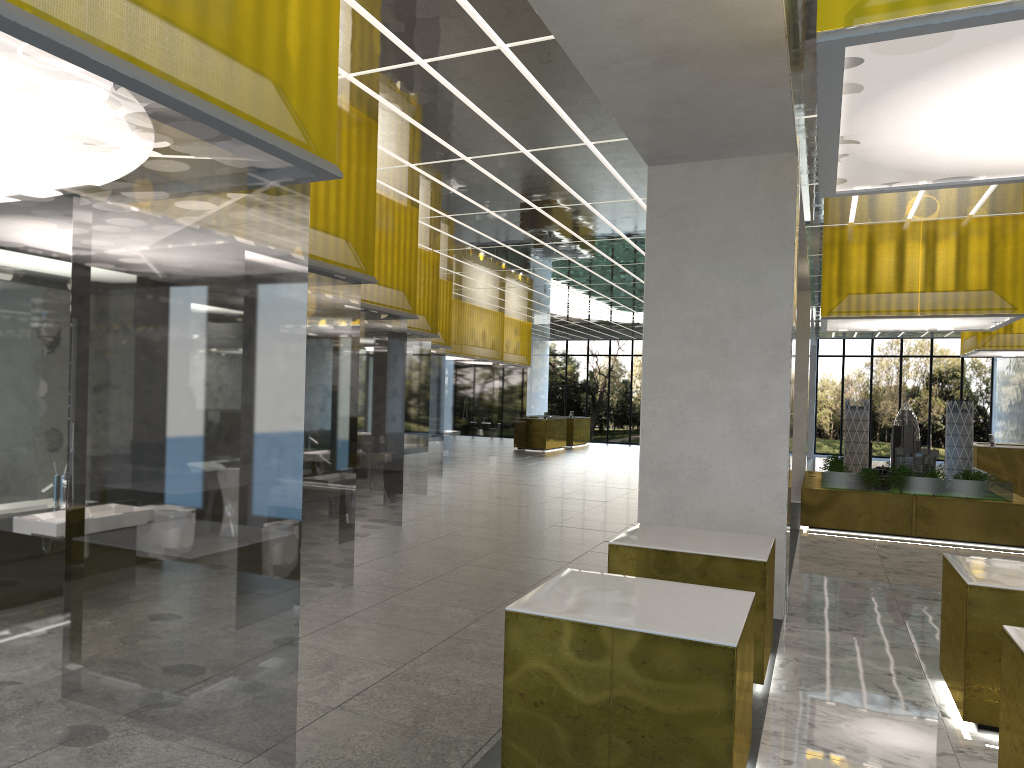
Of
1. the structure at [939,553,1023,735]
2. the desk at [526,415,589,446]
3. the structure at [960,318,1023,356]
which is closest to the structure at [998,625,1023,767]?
the structure at [939,553,1023,735]

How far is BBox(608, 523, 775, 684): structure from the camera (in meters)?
7.80

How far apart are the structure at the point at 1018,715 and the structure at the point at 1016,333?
23.8 meters

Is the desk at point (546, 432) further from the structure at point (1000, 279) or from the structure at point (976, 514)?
the structure at point (1000, 279)

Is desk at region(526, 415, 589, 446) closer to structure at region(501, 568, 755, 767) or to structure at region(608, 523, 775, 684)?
structure at region(608, 523, 775, 684)

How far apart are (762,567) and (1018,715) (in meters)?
2.67

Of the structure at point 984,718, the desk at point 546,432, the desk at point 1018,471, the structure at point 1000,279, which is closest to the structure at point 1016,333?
the desk at point 1018,471

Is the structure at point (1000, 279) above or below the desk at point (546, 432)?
above

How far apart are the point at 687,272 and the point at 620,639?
6.8 meters

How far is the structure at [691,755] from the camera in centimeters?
501cm
